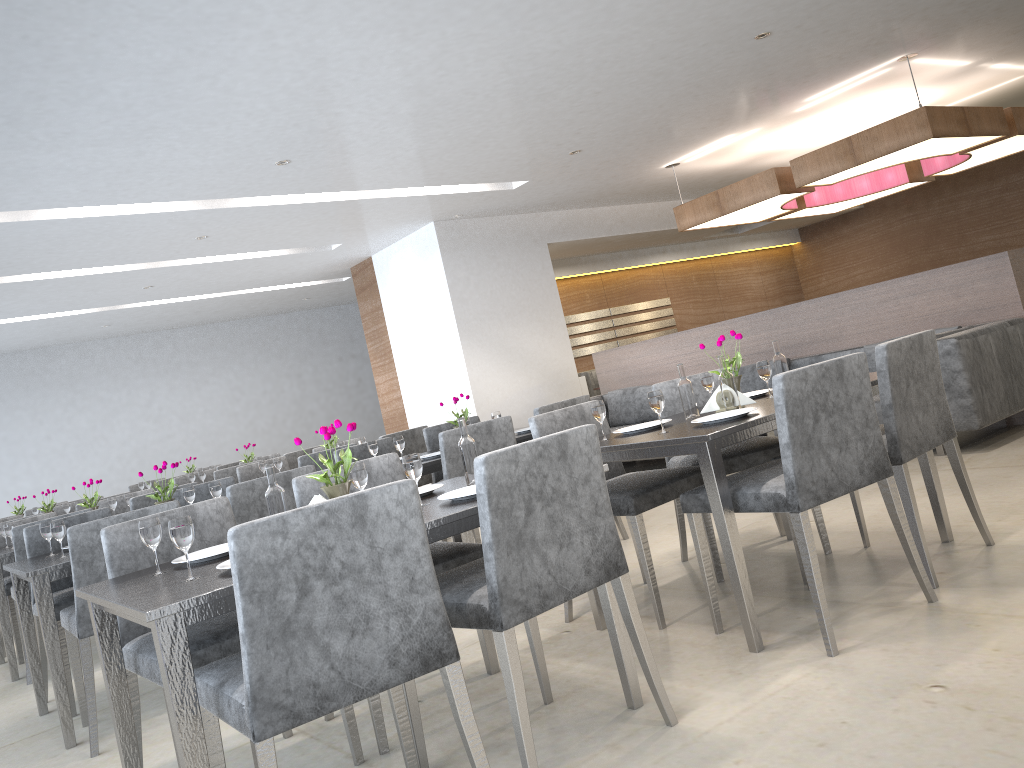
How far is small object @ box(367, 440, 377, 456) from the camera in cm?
455

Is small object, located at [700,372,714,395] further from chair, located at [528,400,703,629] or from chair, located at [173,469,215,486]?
chair, located at [173,469,215,486]

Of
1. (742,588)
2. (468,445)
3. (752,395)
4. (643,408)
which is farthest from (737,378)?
(643,408)

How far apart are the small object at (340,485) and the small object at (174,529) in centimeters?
40cm

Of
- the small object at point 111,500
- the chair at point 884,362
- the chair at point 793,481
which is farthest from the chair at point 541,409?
the small object at point 111,500

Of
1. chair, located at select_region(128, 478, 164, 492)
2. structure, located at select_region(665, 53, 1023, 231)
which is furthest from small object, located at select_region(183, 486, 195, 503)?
chair, located at select_region(128, 478, 164, 492)

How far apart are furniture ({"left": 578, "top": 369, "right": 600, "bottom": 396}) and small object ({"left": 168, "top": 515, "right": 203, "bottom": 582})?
6.9 meters

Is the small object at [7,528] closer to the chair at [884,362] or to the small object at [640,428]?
the small object at [640,428]

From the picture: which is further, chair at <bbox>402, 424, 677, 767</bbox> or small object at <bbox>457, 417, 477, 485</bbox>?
small object at <bbox>457, 417, 477, 485</bbox>

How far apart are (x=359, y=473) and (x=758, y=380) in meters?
4.4 m
